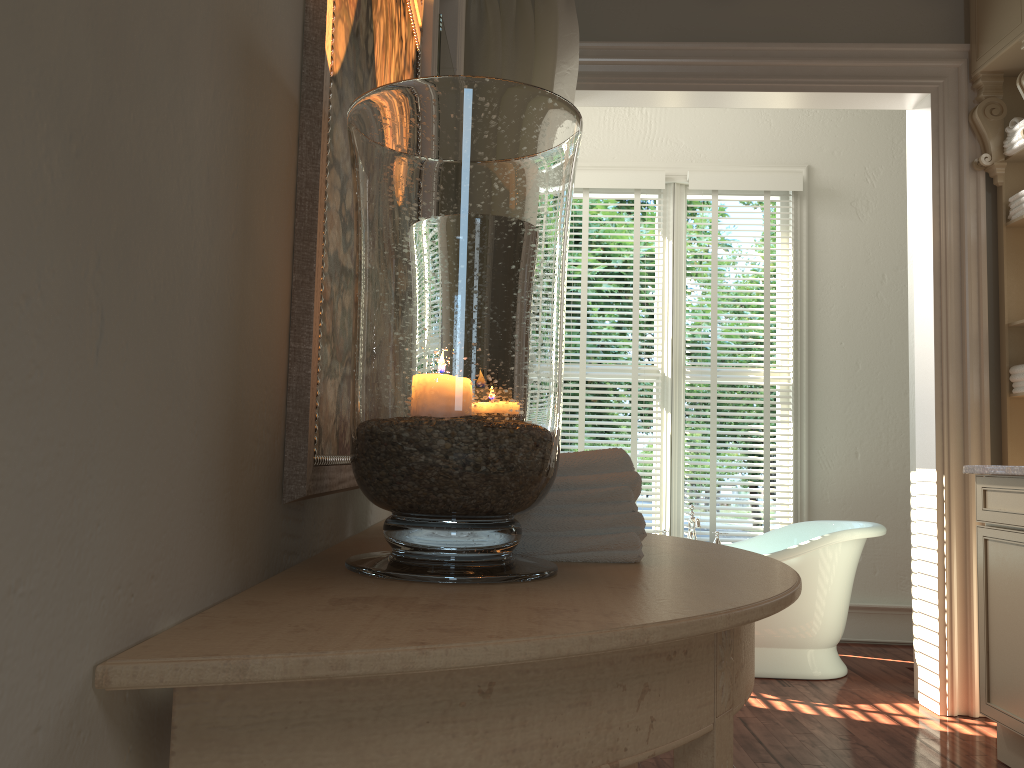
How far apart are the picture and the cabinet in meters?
2.1

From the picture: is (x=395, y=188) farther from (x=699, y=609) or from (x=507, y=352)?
(x=699, y=609)

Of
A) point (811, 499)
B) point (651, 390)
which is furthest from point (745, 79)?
point (651, 390)

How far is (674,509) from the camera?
4.7 meters

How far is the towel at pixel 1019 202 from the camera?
3.3 meters

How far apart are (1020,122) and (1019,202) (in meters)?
0.29

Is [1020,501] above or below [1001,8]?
below

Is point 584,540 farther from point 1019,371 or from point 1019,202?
point 1019,202

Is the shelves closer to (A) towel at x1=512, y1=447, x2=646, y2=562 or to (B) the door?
(B) the door

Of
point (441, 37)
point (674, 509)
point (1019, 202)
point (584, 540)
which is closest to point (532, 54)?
point (441, 37)
